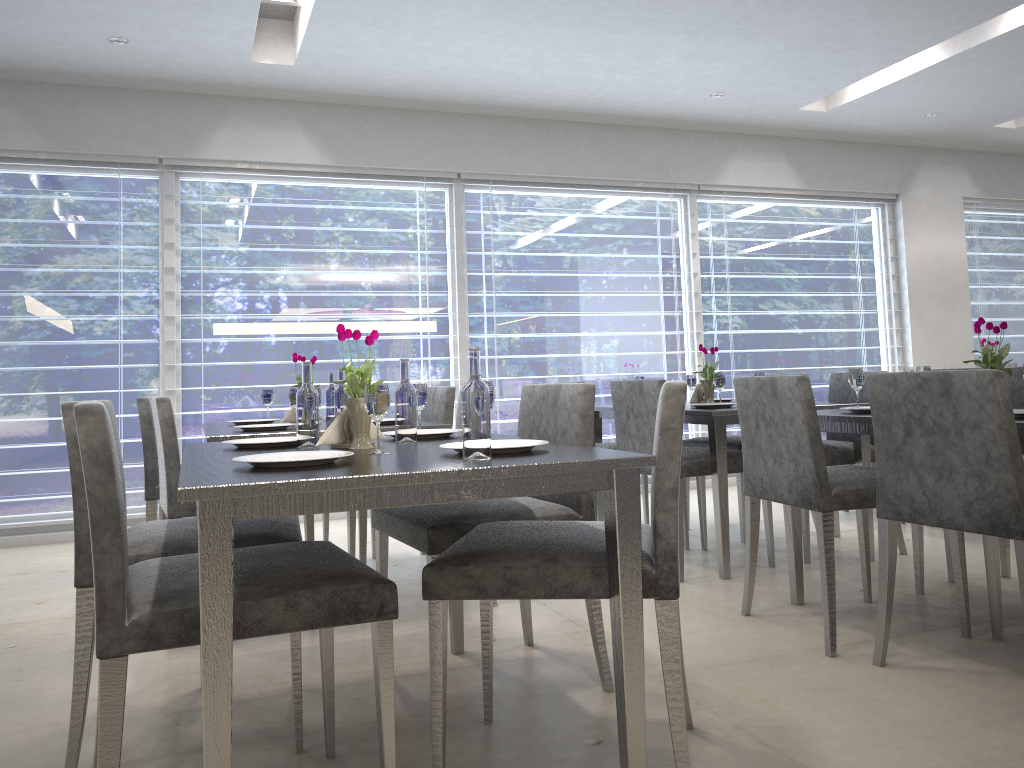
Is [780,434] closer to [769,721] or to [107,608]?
[769,721]

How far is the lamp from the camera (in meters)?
4.24

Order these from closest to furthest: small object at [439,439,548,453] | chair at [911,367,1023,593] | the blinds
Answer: Result: small object at [439,439,548,453]
chair at [911,367,1023,593]
the blinds

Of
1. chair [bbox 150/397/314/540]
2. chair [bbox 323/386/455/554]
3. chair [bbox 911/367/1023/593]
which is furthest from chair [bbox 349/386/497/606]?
chair [bbox 911/367/1023/593]

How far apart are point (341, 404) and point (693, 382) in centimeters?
210cm

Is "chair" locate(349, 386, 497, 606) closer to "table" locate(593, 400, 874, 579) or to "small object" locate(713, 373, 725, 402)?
"table" locate(593, 400, 874, 579)

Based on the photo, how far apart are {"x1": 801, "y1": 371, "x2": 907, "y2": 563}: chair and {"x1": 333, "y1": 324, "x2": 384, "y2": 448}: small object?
2.3 meters

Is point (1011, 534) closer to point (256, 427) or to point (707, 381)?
point (707, 381)

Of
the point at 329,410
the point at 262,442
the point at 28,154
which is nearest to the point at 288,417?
the point at 329,410

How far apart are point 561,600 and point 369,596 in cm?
177
